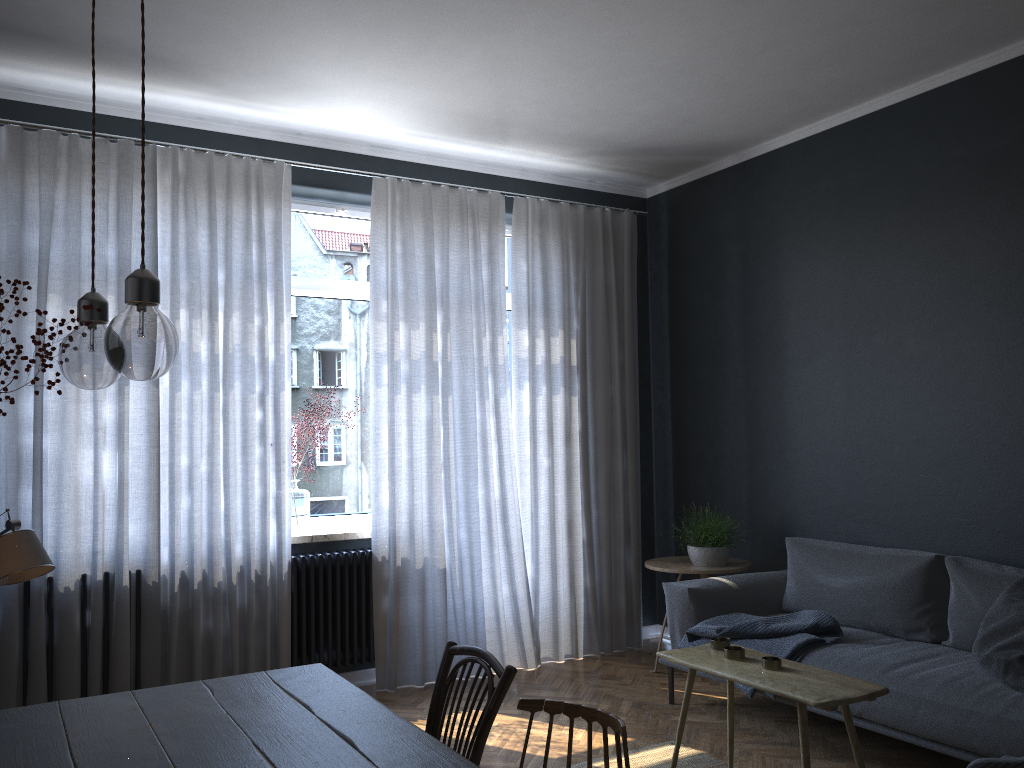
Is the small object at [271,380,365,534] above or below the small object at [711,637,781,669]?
above

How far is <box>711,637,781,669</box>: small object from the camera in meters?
2.9 m

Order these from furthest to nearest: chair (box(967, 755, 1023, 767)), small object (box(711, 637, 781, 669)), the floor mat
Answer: the floor mat → small object (box(711, 637, 781, 669)) → chair (box(967, 755, 1023, 767))

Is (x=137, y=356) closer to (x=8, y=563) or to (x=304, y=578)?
(x=8, y=563)

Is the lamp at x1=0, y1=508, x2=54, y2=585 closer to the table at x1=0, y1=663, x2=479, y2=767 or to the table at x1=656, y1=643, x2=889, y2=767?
the table at x1=0, y1=663, x2=479, y2=767

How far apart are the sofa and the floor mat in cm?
48

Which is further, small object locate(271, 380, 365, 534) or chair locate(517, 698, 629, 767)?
small object locate(271, 380, 365, 534)

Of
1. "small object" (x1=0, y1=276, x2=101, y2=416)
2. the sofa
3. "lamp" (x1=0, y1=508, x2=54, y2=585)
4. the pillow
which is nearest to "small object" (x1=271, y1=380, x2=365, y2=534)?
the sofa

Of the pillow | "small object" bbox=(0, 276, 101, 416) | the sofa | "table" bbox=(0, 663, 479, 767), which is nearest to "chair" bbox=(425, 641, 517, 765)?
"table" bbox=(0, 663, 479, 767)

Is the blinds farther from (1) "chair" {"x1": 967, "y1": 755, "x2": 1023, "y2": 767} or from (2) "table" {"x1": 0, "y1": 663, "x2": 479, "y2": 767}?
(1) "chair" {"x1": 967, "y1": 755, "x2": 1023, "y2": 767}
